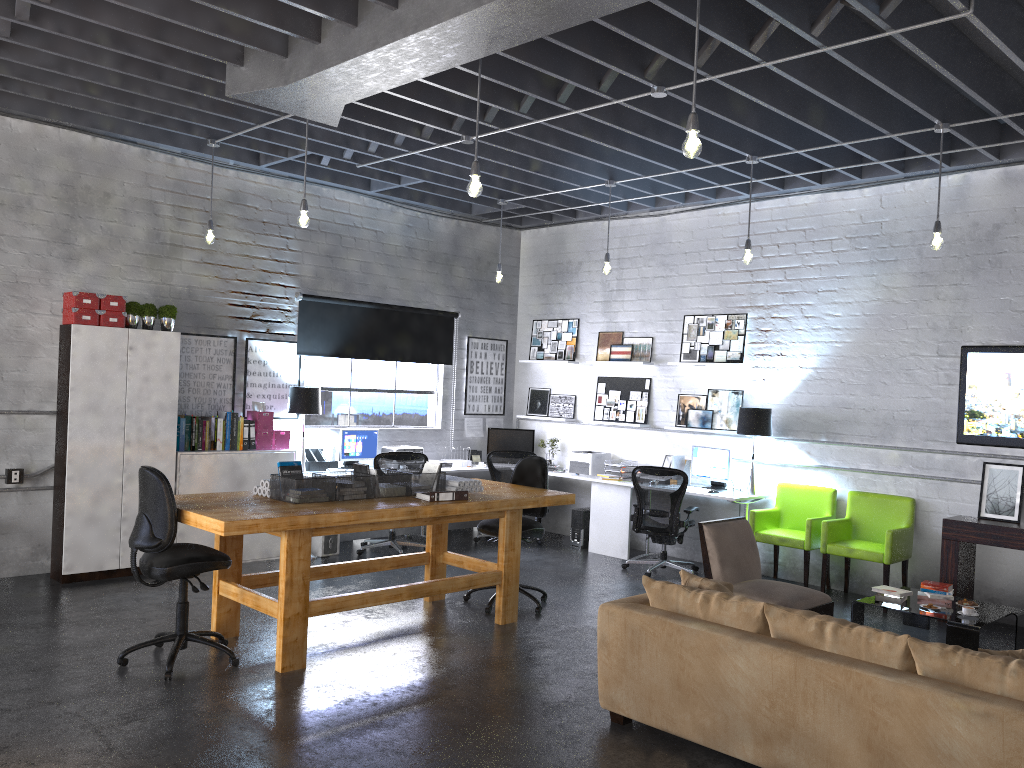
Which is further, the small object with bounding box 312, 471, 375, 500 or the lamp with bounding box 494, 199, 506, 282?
the lamp with bounding box 494, 199, 506, 282

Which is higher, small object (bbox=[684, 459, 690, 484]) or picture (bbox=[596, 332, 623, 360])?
picture (bbox=[596, 332, 623, 360])

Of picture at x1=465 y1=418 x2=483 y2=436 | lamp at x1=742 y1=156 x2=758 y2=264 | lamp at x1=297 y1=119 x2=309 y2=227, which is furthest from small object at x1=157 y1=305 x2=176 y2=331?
lamp at x1=742 y1=156 x2=758 y2=264

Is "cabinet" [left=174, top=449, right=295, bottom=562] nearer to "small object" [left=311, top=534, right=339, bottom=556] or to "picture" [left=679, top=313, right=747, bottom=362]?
"small object" [left=311, top=534, right=339, bottom=556]

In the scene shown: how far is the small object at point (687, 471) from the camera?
9.0 meters

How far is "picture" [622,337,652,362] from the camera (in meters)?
9.61

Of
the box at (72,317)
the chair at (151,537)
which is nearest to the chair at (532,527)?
the chair at (151,537)

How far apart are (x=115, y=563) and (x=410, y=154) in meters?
4.3

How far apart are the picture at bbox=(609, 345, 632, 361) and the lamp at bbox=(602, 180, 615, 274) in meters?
1.7

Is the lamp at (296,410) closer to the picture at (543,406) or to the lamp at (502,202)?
the lamp at (502,202)
